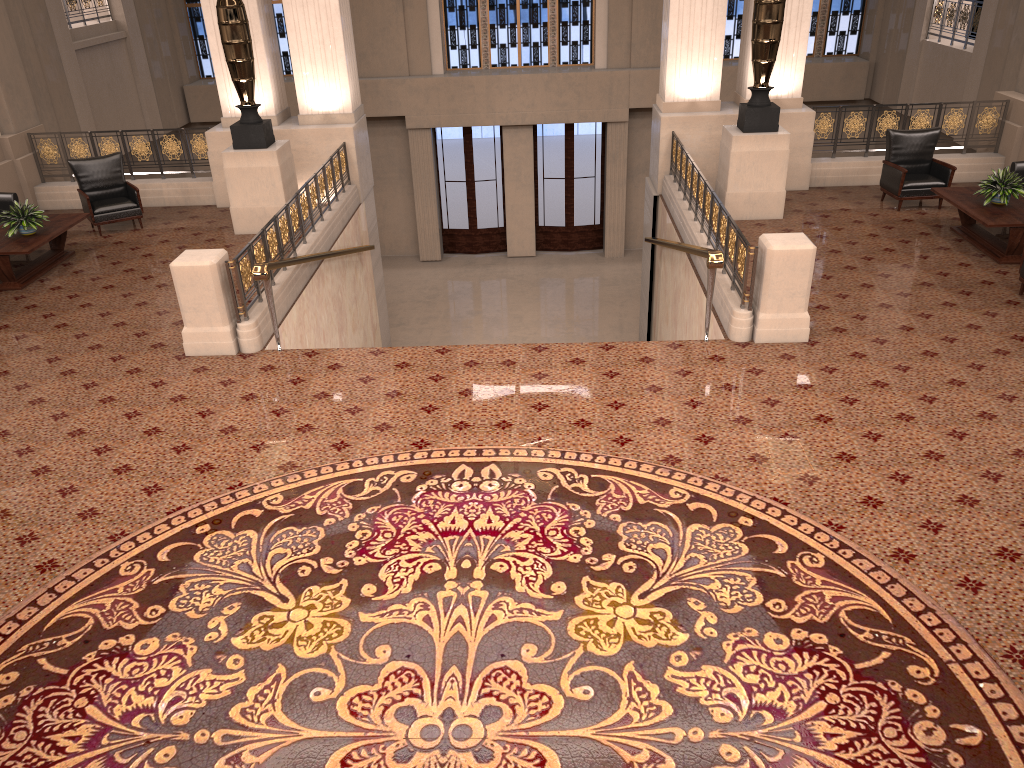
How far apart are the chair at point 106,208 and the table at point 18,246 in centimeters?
64cm

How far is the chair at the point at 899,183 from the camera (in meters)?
10.71

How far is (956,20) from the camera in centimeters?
1451cm

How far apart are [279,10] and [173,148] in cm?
738

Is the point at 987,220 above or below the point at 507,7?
below

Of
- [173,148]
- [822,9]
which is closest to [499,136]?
[822,9]

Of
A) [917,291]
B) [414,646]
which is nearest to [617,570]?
[414,646]

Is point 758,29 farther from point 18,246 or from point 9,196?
point 9,196

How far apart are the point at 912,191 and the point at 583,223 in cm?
950

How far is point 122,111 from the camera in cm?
1582
